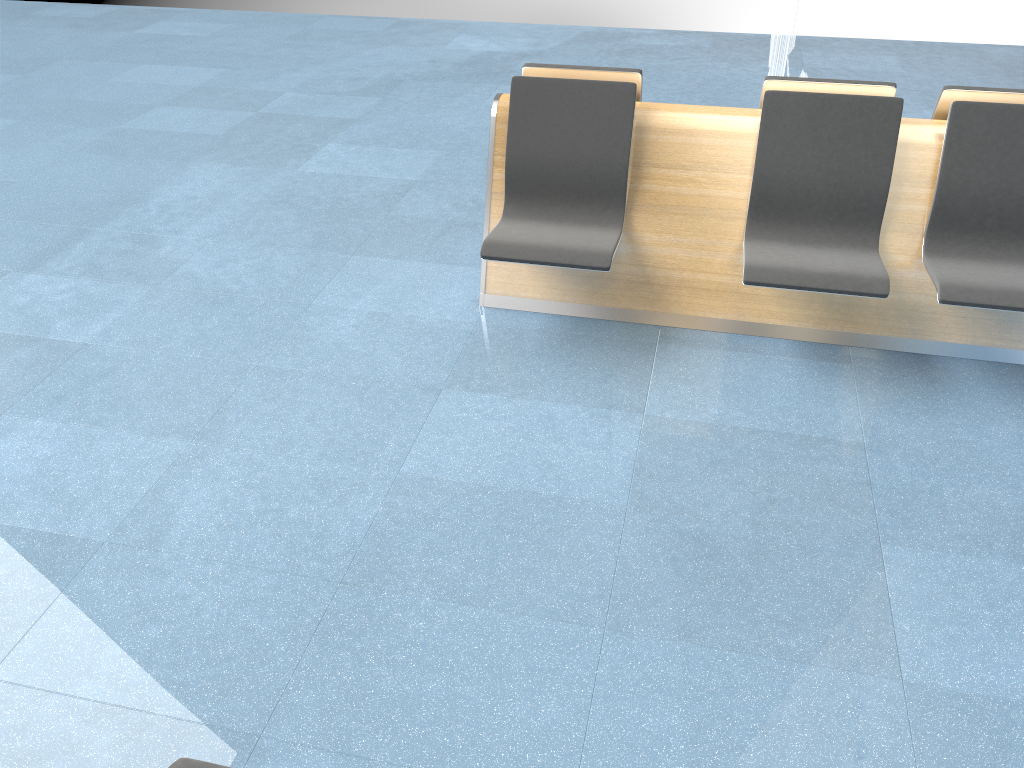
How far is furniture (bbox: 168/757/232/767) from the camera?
1.6m

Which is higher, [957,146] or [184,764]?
[957,146]

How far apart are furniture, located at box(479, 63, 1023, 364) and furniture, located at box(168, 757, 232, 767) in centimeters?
213cm

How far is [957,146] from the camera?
3.2 meters

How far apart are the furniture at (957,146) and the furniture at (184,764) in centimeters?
213cm

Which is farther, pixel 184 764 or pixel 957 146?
pixel 957 146

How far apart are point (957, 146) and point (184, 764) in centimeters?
312cm

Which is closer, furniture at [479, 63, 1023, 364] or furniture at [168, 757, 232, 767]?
furniture at [168, 757, 232, 767]

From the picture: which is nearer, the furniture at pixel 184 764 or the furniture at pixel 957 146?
the furniture at pixel 184 764

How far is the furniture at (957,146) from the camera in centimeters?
319cm
